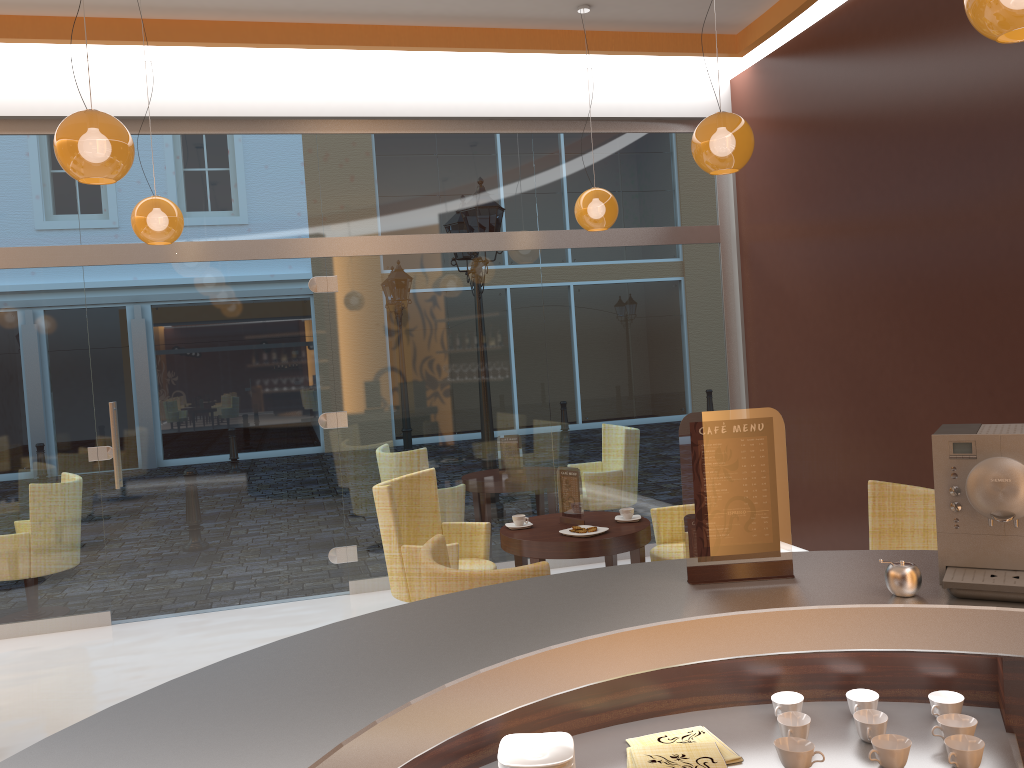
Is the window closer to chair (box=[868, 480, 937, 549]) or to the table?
the table

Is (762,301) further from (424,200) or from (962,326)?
(424,200)

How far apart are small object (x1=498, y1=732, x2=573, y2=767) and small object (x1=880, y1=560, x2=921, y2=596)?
0.77m

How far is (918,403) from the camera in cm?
524

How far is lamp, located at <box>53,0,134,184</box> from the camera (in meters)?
3.45

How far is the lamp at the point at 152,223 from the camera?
5.2m

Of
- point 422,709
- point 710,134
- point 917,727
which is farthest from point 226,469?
point 917,727

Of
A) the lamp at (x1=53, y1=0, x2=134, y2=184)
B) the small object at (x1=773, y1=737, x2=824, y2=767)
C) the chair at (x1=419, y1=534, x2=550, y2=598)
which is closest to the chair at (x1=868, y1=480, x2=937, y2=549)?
the chair at (x1=419, y1=534, x2=550, y2=598)

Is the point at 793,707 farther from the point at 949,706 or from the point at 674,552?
the point at 674,552

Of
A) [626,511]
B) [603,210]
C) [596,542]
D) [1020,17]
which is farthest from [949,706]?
[603,210]
